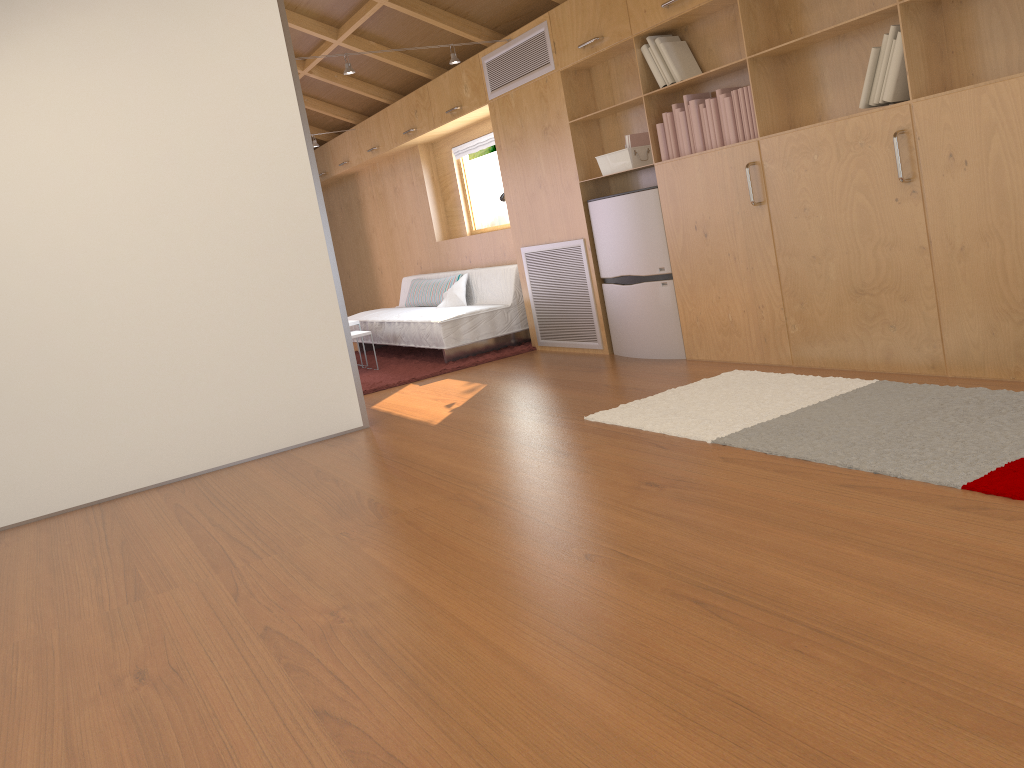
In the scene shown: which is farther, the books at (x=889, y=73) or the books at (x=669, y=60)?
the books at (x=669, y=60)

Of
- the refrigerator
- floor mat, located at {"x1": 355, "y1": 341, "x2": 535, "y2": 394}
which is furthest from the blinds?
the refrigerator

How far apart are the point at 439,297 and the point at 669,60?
3.4m

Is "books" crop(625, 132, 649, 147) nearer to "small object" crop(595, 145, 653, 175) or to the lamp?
"small object" crop(595, 145, 653, 175)

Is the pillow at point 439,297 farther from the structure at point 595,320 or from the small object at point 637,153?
the small object at point 637,153

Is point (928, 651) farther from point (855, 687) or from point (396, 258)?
point (396, 258)

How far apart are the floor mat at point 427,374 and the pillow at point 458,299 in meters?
0.4

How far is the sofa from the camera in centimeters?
639cm

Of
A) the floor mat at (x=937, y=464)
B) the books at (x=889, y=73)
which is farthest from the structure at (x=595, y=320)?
the floor mat at (x=937, y=464)

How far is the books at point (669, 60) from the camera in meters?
4.5
